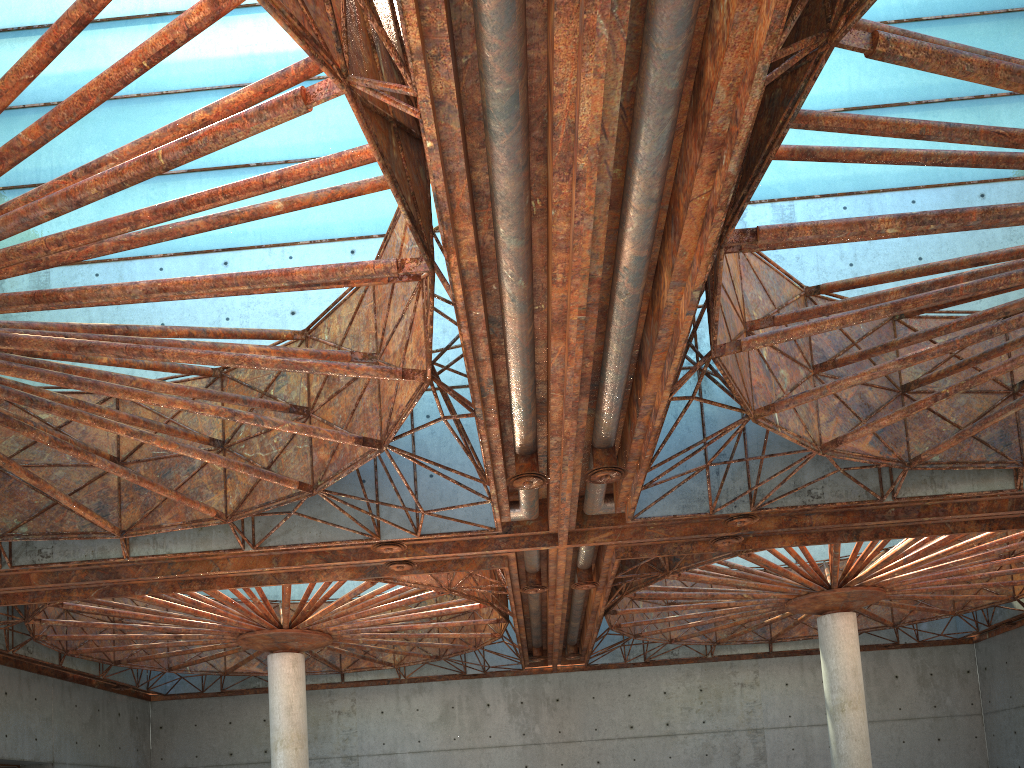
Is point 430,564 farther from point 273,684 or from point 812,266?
point 812,266
